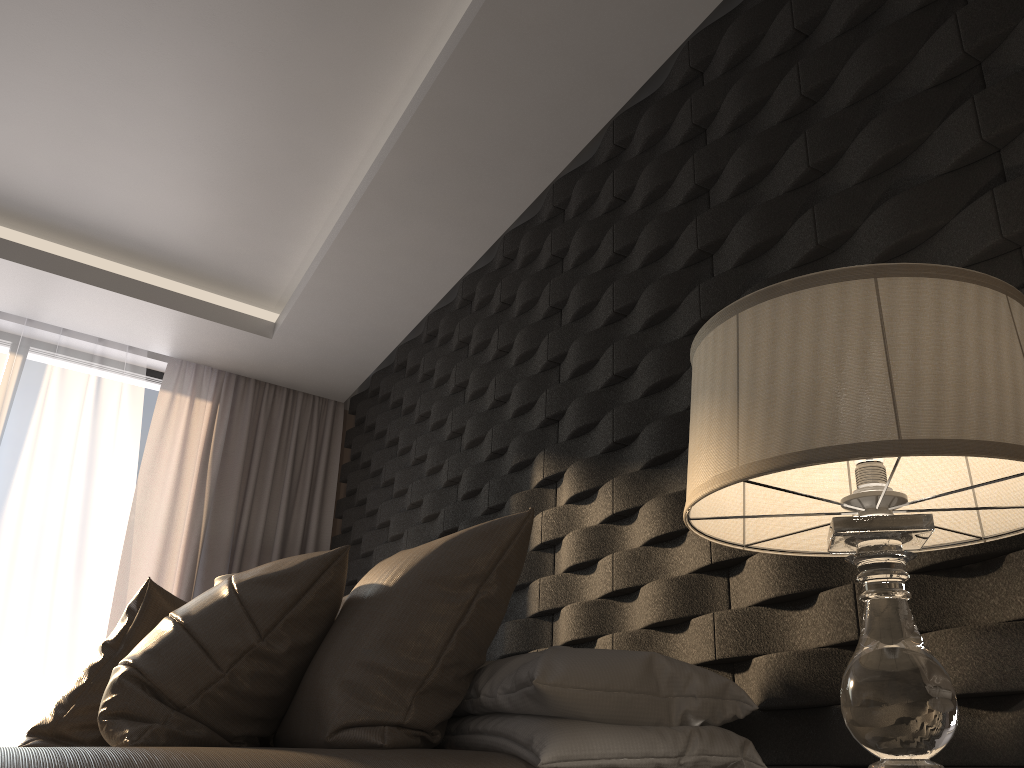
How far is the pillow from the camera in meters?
1.7

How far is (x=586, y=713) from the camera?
1.5 meters

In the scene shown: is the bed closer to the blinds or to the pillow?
the pillow

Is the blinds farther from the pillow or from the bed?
the bed

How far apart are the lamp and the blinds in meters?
3.7

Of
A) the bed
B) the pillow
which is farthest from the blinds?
the bed

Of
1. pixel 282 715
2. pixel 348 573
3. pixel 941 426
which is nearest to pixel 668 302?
pixel 282 715

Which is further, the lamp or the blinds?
the blinds

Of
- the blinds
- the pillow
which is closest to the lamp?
the pillow

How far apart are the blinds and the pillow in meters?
2.2 m
